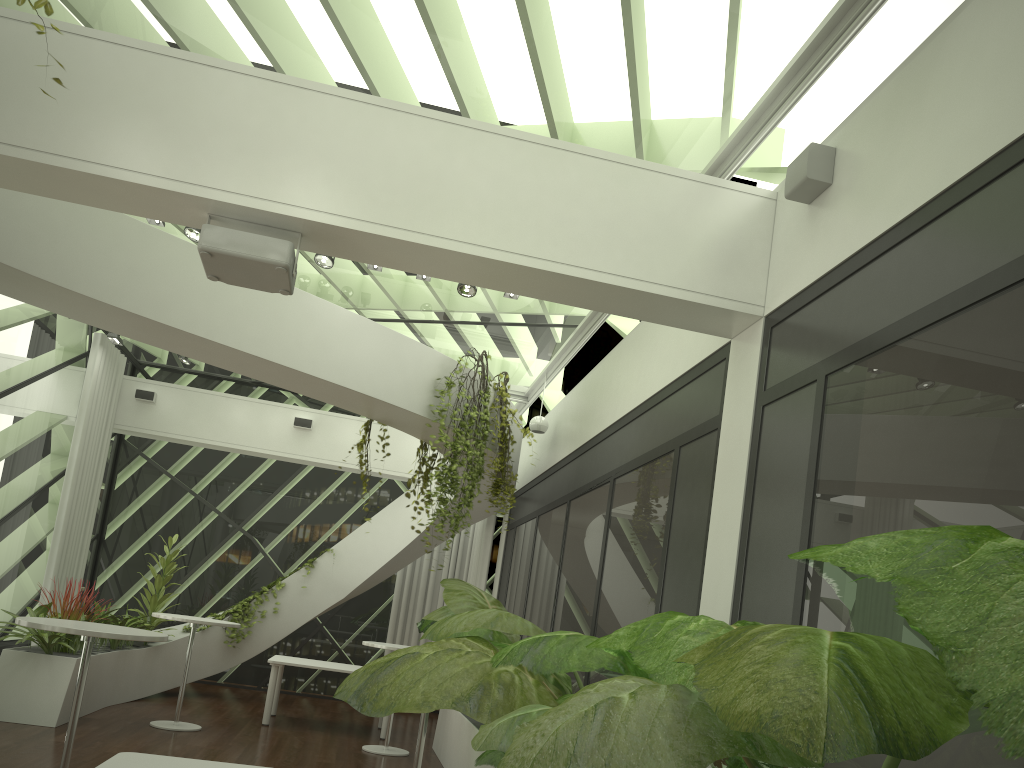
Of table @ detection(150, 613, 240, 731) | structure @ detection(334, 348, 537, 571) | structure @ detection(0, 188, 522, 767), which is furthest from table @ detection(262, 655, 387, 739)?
structure @ detection(334, 348, 537, 571)

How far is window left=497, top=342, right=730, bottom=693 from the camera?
5.22m

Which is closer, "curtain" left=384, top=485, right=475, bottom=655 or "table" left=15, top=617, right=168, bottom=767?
"table" left=15, top=617, right=168, bottom=767

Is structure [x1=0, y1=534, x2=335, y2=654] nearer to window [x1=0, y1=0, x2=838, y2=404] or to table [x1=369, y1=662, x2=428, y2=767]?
window [x1=0, y1=0, x2=838, y2=404]

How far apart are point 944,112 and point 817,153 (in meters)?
0.87

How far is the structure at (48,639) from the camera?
7.9m

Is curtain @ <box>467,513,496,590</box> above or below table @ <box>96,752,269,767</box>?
above

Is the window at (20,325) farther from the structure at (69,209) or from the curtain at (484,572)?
the curtain at (484,572)

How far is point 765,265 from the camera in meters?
4.8 m

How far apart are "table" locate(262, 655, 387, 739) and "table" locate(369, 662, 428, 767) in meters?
4.4
